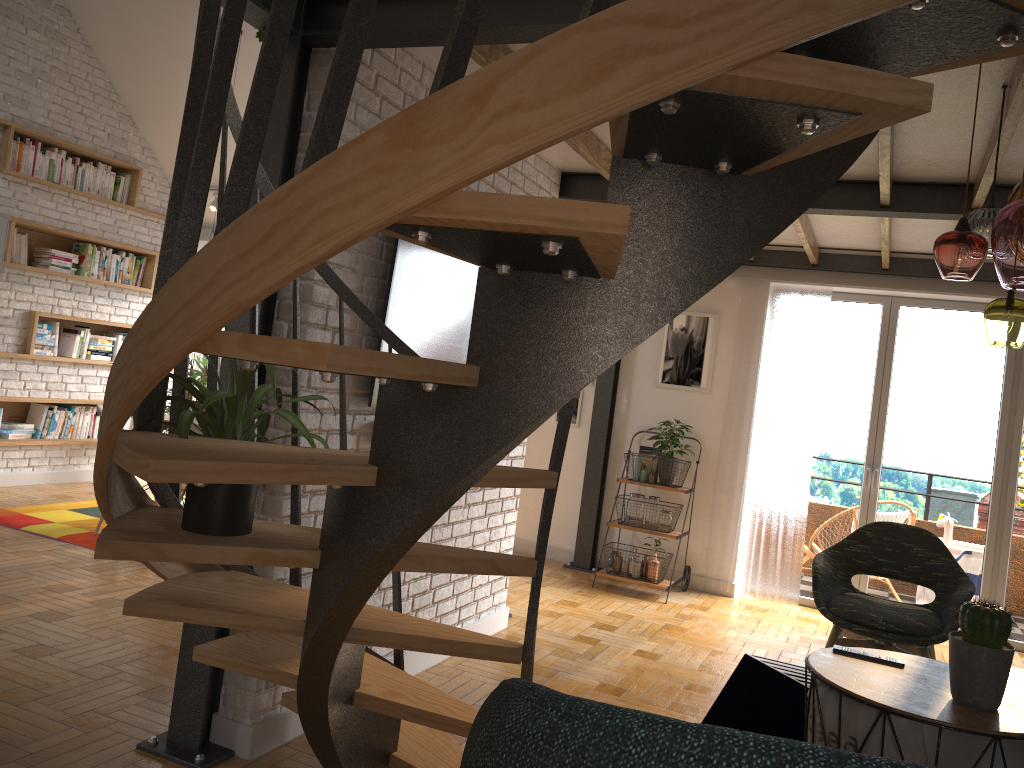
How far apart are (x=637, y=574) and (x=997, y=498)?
2.44m

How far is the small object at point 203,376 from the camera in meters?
7.5 m

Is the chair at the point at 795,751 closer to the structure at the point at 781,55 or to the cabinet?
the structure at the point at 781,55

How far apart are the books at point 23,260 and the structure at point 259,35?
4.9 meters

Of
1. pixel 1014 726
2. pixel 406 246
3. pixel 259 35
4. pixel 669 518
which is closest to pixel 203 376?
pixel 669 518

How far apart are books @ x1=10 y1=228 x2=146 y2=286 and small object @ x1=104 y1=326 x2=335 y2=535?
5.54m

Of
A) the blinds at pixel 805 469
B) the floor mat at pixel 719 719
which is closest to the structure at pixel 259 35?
the floor mat at pixel 719 719

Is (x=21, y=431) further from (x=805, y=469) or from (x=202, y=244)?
(x=805, y=469)

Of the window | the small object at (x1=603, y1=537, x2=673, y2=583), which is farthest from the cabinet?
the window

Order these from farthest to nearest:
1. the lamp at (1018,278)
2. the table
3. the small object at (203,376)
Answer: the small object at (203,376) < the lamp at (1018,278) < the table
